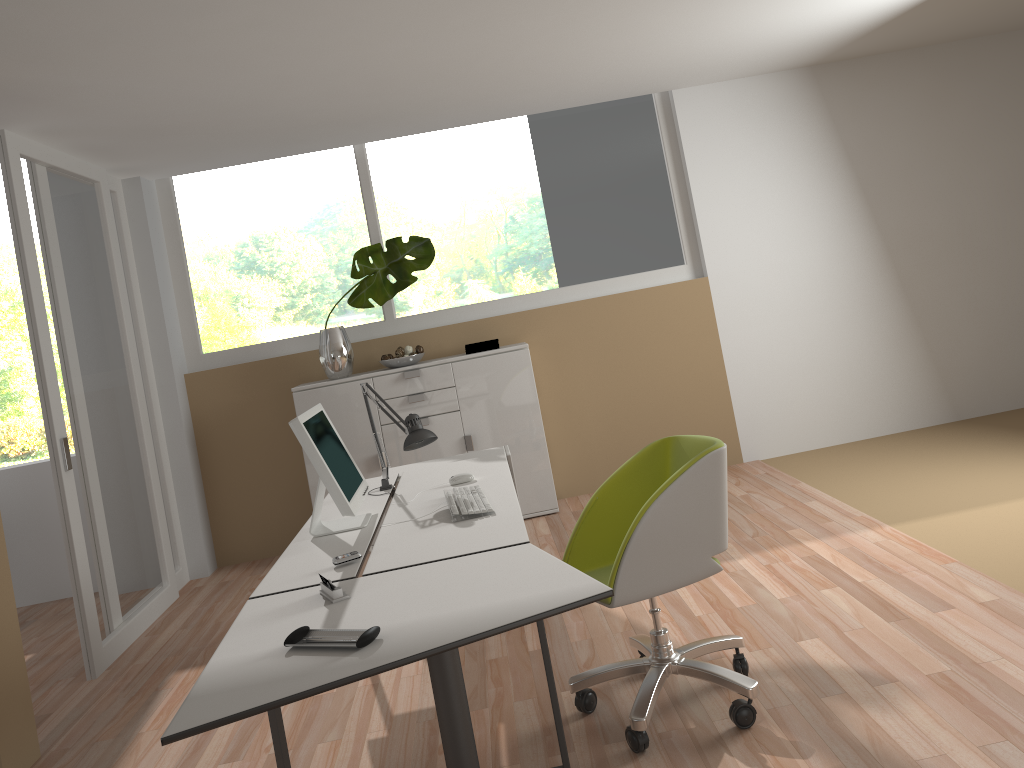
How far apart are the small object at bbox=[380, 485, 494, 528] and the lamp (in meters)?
0.23

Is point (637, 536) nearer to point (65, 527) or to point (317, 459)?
point (317, 459)

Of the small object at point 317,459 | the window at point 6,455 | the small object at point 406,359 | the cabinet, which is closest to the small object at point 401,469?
the small object at point 317,459

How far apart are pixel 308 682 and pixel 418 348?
4.0 meters

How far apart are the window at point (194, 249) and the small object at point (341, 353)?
0.2 meters

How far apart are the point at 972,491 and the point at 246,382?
4.4 meters

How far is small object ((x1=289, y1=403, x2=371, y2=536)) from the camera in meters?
3.0 m

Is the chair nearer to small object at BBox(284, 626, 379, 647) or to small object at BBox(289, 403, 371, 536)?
small object at BBox(289, 403, 371, 536)

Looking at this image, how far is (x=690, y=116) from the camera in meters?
6.0

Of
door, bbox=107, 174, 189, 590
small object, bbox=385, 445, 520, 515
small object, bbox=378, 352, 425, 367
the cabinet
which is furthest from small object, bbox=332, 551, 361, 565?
door, bbox=107, 174, 189, 590
